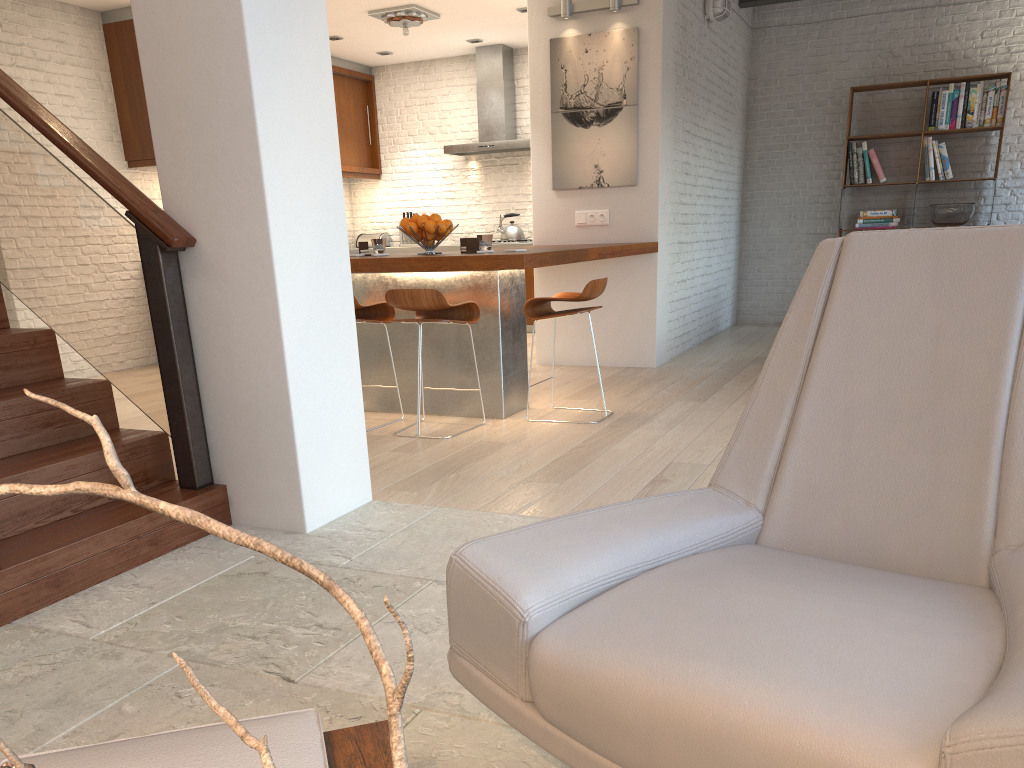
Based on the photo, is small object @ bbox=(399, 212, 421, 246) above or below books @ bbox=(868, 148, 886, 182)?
below

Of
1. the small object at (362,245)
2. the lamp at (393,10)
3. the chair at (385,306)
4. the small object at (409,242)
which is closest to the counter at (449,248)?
the small object at (409,242)

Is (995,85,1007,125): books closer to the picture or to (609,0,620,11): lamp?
the picture

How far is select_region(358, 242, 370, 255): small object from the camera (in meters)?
5.47

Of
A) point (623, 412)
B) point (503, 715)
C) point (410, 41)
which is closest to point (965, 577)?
point (503, 715)

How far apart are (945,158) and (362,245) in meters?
6.1 m

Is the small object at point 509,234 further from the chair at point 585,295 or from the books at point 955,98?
the chair at point 585,295

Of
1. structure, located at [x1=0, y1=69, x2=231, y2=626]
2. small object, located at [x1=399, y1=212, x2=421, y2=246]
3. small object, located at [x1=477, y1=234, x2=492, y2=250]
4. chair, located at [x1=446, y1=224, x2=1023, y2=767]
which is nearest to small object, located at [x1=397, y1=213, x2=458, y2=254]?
small object, located at [x1=477, y1=234, x2=492, y2=250]

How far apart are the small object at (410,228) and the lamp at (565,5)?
2.33m

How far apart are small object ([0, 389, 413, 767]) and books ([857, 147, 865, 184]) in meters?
9.5
